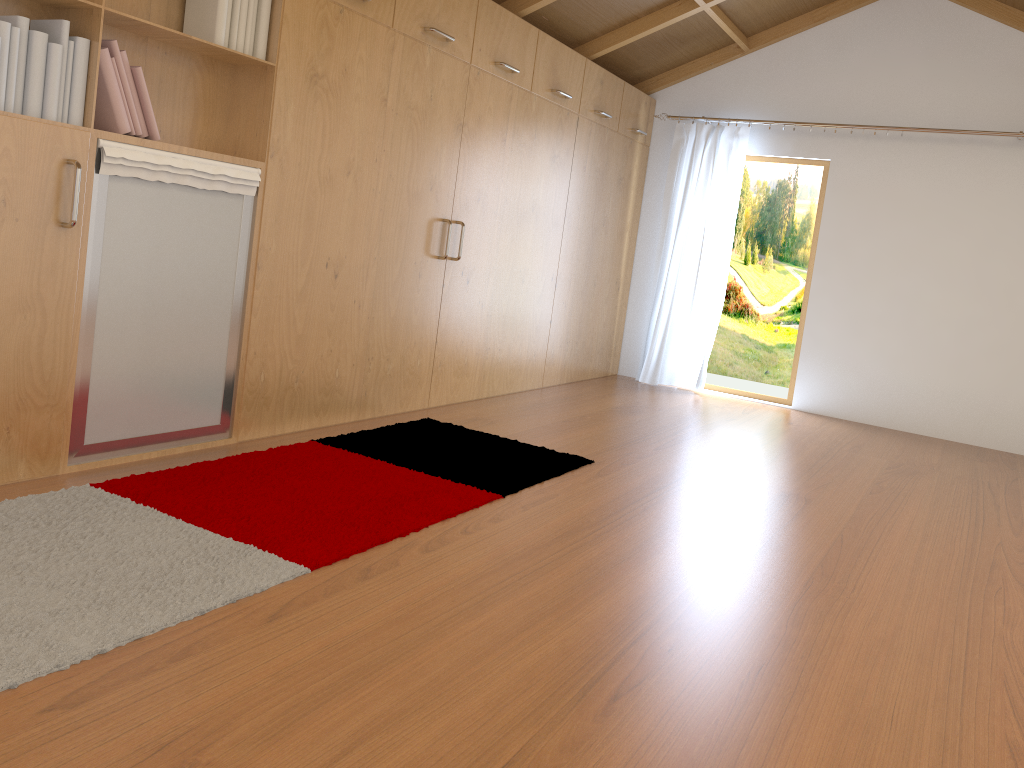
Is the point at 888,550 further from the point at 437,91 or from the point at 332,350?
the point at 437,91

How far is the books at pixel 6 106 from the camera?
2.5 meters

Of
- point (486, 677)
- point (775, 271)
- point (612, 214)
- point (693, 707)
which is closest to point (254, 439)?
point (486, 677)

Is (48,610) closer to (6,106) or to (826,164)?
(6,106)

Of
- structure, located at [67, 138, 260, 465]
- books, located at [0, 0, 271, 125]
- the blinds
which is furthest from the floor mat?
the blinds

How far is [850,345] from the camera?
6.19m

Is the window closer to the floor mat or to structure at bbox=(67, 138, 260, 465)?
the floor mat

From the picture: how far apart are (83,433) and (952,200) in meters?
5.4

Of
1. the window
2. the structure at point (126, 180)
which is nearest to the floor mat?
the structure at point (126, 180)

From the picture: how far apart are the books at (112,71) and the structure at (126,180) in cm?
6
